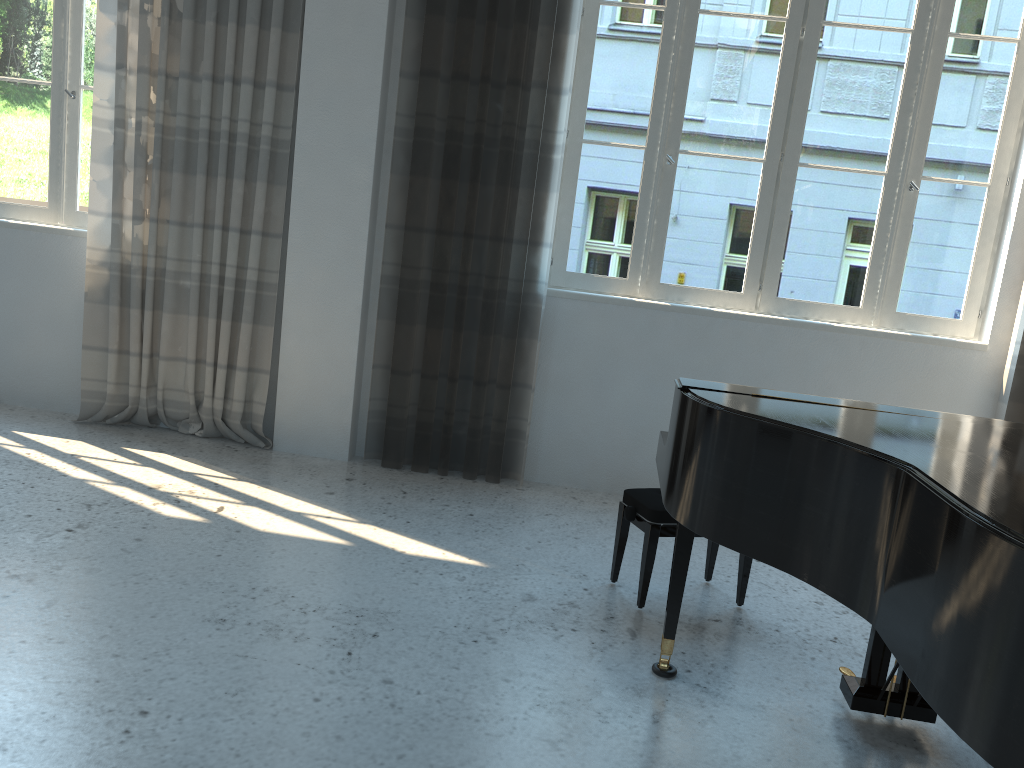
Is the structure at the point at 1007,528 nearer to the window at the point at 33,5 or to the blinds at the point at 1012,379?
the blinds at the point at 1012,379

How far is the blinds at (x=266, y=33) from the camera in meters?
4.0 m

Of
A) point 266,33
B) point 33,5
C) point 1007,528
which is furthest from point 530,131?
point 1007,528

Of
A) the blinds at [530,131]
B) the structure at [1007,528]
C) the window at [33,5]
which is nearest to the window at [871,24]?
the blinds at [530,131]

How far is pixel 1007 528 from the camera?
1.19m

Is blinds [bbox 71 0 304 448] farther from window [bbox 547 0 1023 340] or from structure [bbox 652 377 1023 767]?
structure [bbox 652 377 1023 767]

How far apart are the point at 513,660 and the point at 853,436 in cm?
114

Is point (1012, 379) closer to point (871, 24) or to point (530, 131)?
point (871, 24)

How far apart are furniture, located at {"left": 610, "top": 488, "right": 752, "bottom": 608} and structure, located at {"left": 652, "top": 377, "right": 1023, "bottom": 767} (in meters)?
0.33

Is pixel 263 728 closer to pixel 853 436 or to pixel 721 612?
pixel 853 436
